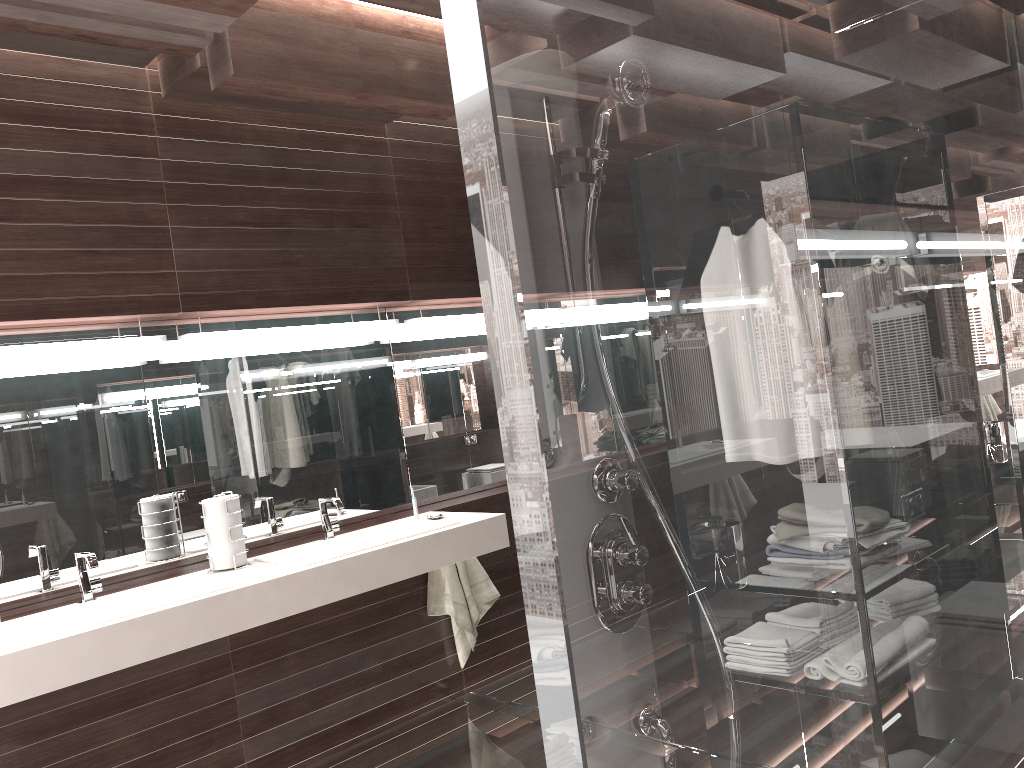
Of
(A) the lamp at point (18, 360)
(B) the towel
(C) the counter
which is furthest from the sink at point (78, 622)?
(B) the towel

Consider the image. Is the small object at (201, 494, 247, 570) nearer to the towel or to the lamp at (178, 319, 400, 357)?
the lamp at (178, 319, 400, 357)

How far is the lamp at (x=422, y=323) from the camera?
3.96m

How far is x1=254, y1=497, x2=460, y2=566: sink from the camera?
3.1 meters

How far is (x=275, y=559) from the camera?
3.11m

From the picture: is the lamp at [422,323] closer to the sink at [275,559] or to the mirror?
the mirror

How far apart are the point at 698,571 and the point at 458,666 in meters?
3.6 m

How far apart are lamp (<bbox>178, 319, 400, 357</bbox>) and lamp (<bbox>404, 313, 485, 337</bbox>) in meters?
0.1

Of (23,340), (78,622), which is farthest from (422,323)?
(78,622)

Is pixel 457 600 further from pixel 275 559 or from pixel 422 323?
pixel 422 323
